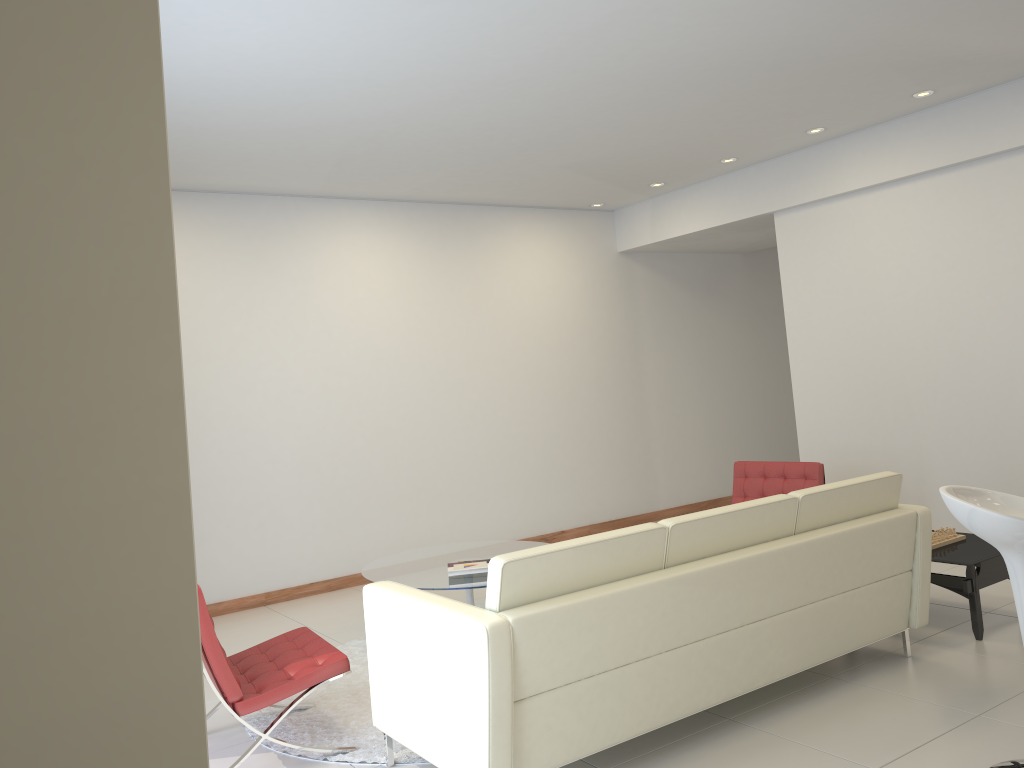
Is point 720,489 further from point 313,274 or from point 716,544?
point 716,544

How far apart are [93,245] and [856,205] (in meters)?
6.77

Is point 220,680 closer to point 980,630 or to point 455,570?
point 455,570

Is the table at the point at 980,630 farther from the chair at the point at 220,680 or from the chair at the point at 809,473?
the chair at the point at 220,680

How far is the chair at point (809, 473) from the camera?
6.0 meters

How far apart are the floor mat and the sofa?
0.07m

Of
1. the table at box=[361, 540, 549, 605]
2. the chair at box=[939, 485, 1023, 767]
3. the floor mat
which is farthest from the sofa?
the table at box=[361, 540, 549, 605]

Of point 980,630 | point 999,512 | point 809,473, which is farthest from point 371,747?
point 809,473

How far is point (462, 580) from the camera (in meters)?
5.20

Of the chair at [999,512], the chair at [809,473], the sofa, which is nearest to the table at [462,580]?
the sofa
